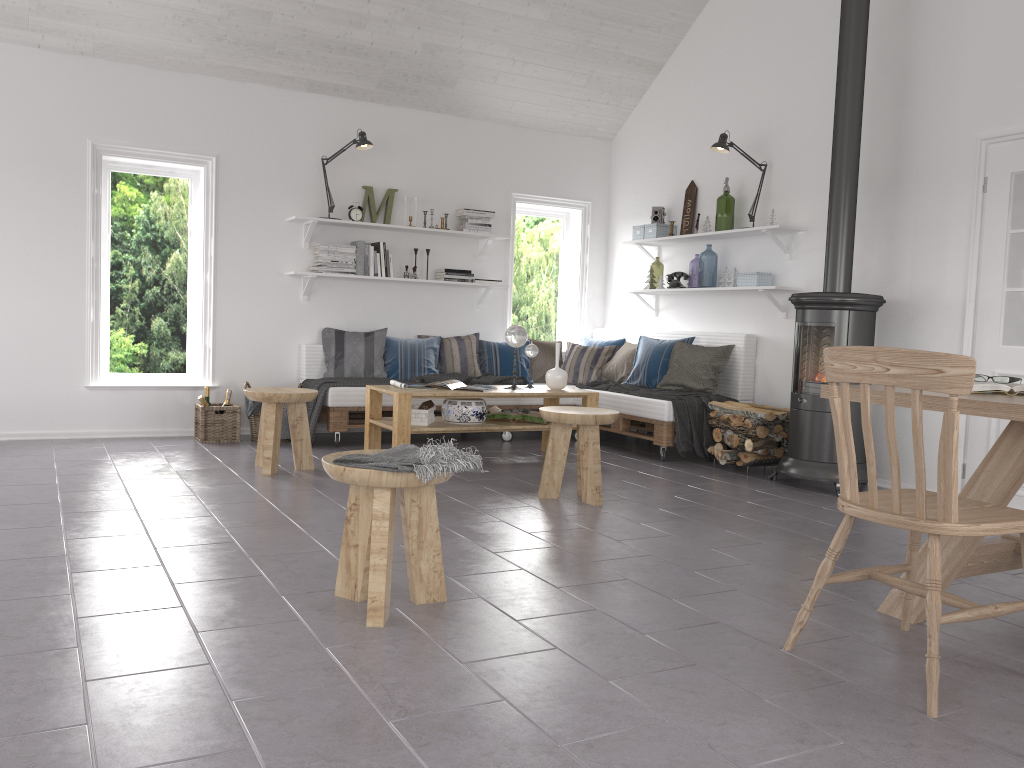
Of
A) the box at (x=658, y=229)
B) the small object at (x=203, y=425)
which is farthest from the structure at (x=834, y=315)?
the small object at (x=203, y=425)

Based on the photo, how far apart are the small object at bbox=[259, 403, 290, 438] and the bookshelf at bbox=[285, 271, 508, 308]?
1.09m

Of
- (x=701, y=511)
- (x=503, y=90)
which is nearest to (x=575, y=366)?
(x=503, y=90)

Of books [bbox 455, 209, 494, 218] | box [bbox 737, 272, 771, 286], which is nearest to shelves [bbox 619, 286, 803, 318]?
box [bbox 737, 272, 771, 286]

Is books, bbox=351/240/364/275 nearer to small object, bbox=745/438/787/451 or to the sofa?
the sofa

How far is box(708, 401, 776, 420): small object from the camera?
5.66m

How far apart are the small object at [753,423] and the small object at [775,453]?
0.2m

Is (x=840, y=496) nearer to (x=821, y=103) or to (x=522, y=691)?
(x=522, y=691)

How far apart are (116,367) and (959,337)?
5.71m

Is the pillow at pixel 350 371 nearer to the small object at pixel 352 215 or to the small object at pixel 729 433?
the small object at pixel 352 215
